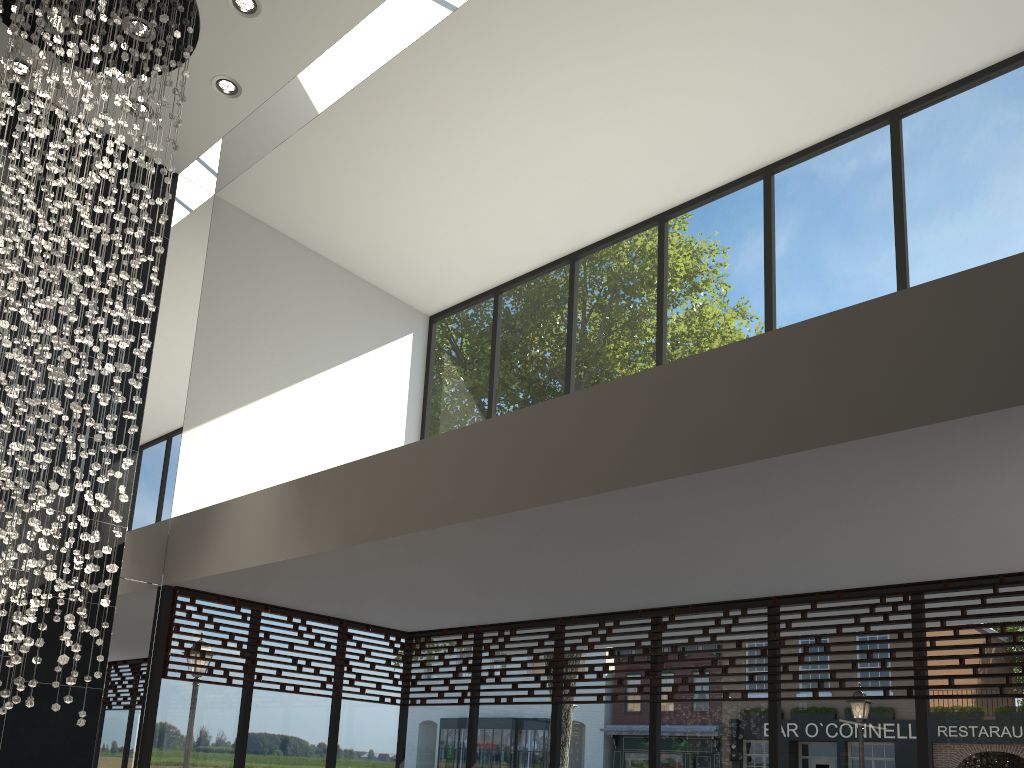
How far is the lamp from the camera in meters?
4.3

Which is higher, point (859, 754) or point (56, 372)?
point (56, 372)

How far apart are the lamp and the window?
1.20m

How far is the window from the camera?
4.71m

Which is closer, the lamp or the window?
the lamp

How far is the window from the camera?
4.7 meters

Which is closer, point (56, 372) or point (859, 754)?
point (56, 372)

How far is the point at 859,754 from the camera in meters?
4.7

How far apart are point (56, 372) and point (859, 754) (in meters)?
4.65
